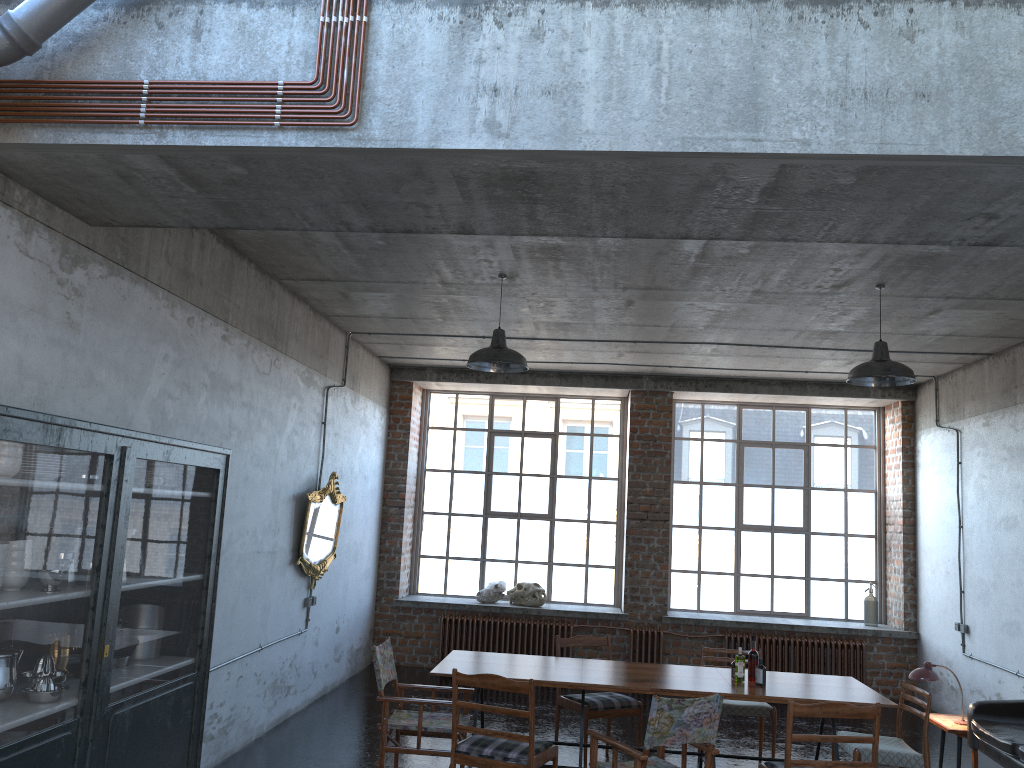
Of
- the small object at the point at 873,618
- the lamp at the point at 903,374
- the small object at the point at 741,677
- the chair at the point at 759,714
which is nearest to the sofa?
the chair at the point at 759,714

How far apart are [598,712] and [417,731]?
1.65m

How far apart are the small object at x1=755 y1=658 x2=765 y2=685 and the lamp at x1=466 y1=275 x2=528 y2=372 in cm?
278

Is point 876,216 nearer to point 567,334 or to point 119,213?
point 119,213

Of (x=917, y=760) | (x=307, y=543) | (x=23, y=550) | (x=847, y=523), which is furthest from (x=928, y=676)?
(x=23, y=550)

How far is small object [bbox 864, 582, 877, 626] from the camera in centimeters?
1125cm

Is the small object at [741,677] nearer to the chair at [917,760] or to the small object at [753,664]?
the small object at [753,664]

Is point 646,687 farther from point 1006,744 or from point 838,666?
point 838,666

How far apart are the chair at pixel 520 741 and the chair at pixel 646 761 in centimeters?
30cm

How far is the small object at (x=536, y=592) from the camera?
11.4m
